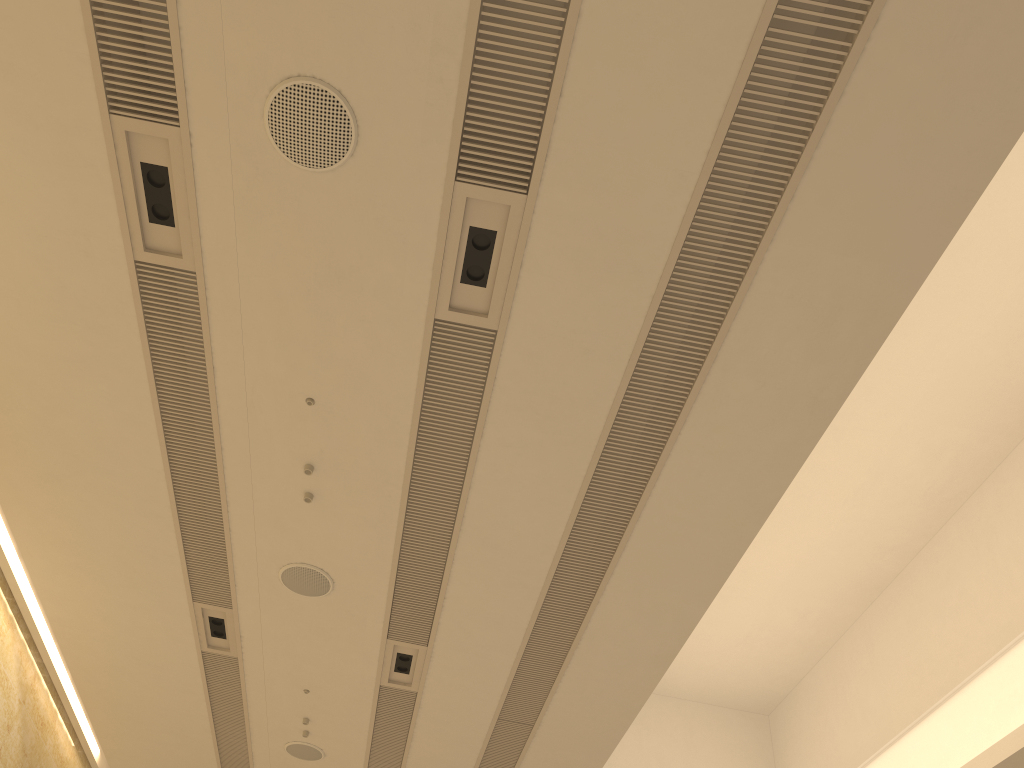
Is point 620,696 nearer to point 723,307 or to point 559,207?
point 723,307

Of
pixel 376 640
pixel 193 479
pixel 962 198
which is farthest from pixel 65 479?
pixel 962 198

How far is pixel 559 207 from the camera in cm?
454
